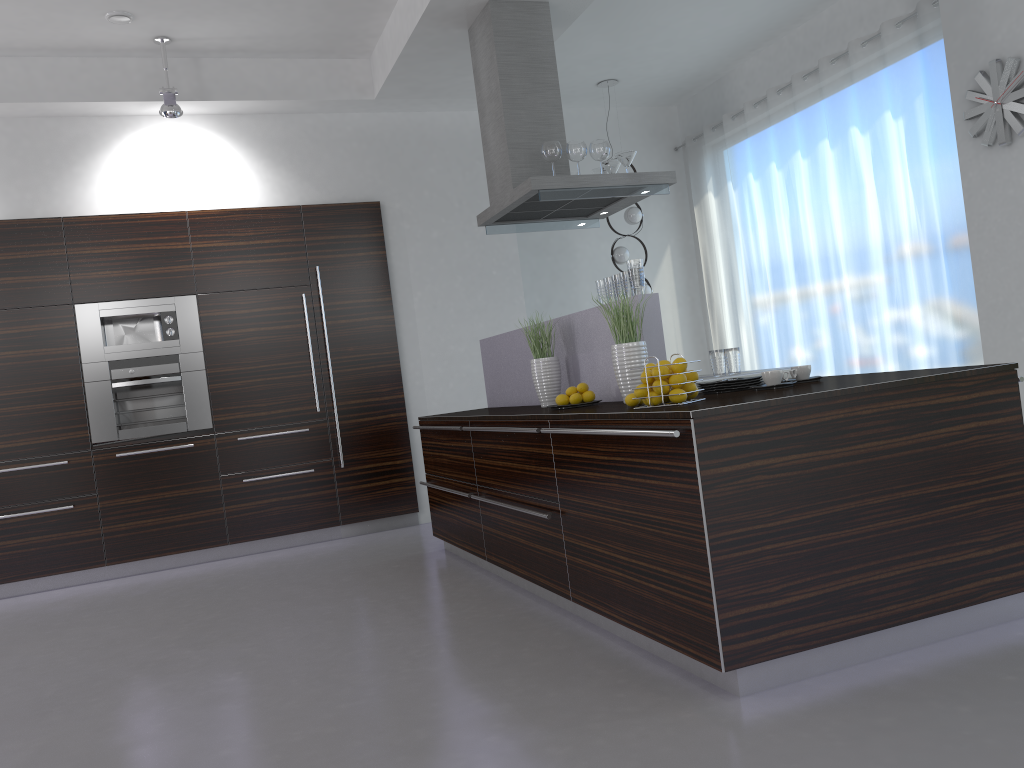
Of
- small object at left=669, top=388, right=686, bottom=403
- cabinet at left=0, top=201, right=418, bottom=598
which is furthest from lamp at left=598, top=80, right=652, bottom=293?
small object at left=669, top=388, right=686, bottom=403

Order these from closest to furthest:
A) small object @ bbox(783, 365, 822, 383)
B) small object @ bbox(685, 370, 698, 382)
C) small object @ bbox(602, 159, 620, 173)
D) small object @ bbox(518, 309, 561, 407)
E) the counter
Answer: the counter → small object @ bbox(685, 370, 698, 382) → small object @ bbox(783, 365, 822, 383) → small object @ bbox(518, 309, 561, 407) → small object @ bbox(602, 159, 620, 173)

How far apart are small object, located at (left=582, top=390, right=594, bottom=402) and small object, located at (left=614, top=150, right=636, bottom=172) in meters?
2.0 m

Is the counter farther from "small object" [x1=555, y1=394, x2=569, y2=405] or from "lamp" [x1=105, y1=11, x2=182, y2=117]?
"lamp" [x1=105, y1=11, x2=182, y2=117]

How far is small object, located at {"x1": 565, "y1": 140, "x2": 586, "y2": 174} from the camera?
5.0m

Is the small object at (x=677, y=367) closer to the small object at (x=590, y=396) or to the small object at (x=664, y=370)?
the small object at (x=664, y=370)

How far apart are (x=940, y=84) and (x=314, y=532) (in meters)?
5.27

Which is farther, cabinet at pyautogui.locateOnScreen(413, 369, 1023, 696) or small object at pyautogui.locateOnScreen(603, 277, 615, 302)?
small object at pyautogui.locateOnScreen(603, 277, 615, 302)

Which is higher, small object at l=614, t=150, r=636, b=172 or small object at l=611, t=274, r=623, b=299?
small object at l=614, t=150, r=636, b=172

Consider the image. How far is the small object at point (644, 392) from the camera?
3.0m
